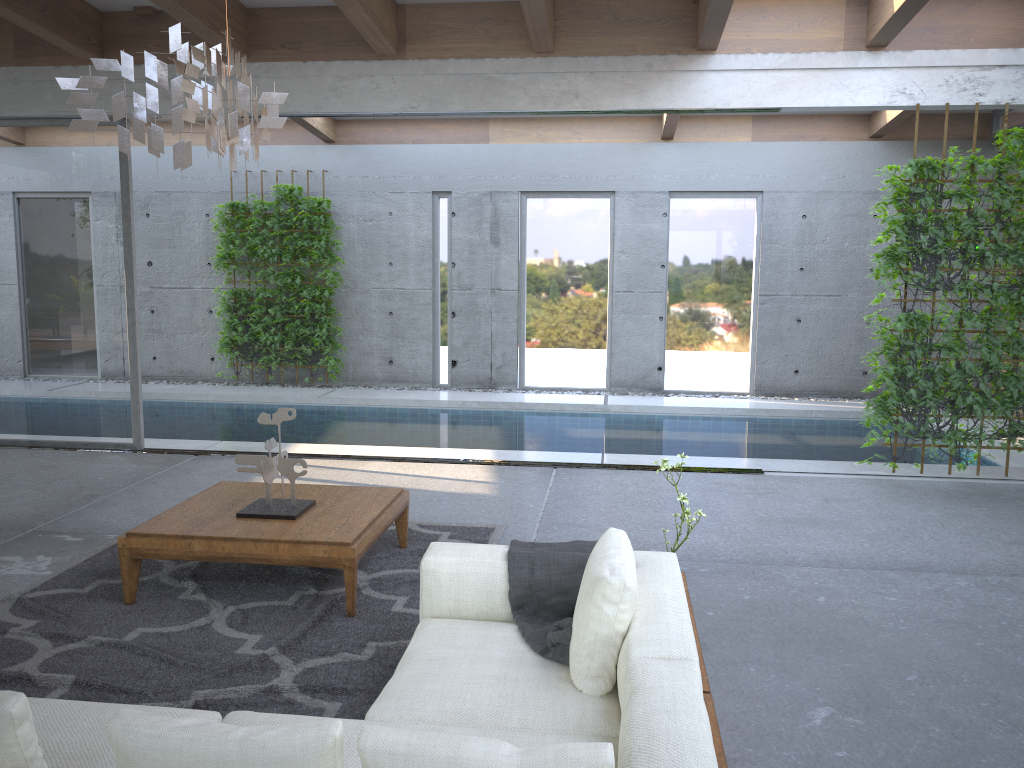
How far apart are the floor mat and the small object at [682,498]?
1.3m

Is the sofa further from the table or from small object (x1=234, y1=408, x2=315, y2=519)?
small object (x1=234, y1=408, x2=315, y2=519)

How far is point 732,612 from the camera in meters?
4.1 m

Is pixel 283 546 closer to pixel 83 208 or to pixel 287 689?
pixel 287 689

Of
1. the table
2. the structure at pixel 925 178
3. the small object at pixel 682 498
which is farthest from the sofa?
the structure at pixel 925 178

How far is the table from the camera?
3.9 meters

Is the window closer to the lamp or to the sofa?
the lamp

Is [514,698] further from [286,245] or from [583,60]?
[286,245]

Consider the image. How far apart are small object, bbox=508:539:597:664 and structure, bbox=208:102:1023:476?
4.0 meters

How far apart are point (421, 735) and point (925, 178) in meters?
5.9
